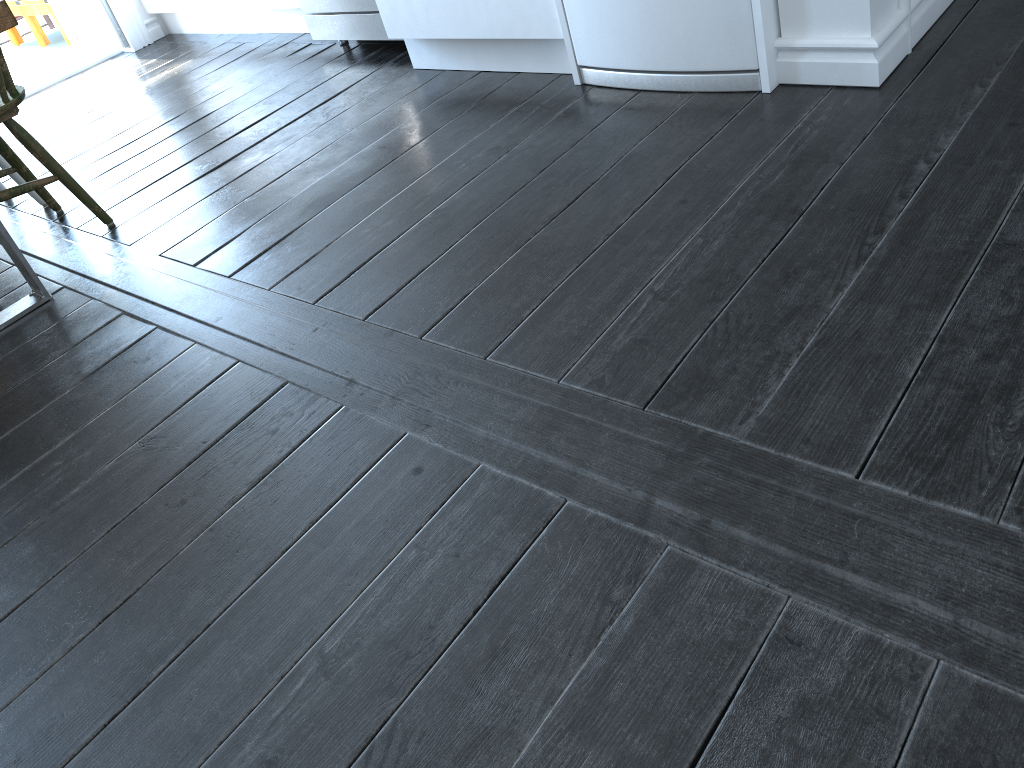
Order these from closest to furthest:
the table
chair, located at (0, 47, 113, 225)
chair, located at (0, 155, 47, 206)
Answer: the table, chair, located at (0, 47, 113, 225), chair, located at (0, 155, 47, 206)

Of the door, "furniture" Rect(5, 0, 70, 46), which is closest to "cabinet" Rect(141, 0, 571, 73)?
the door

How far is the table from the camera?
2.02m

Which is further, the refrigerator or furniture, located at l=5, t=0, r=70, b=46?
furniture, located at l=5, t=0, r=70, b=46

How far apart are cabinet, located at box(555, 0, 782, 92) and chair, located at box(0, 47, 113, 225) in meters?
1.5

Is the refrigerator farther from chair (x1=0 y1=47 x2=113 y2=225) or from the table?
chair (x1=0 y1=47 x2=113 y2=225)

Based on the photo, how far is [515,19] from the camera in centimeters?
255cm

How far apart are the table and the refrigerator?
1.36m

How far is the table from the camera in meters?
2.0 m

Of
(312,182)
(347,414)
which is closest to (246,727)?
(347,414)
